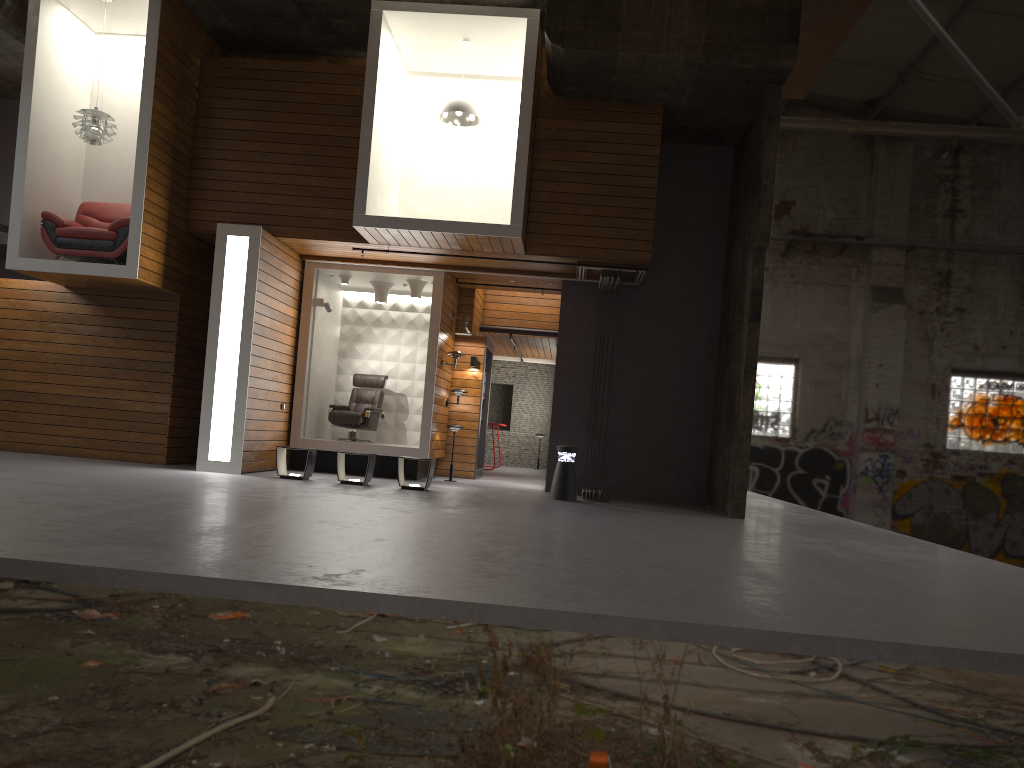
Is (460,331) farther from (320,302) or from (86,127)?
(86,127)

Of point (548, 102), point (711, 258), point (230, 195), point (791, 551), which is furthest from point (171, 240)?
point (791, 551)

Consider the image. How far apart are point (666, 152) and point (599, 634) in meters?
10.0

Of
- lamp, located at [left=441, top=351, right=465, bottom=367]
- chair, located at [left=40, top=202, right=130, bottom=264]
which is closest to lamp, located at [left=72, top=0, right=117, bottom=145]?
chair, located at [left=40, top=202, right=130, bottom=264]

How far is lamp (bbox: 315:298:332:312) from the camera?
12.9 meters

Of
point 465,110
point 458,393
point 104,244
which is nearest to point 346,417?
point 458,393

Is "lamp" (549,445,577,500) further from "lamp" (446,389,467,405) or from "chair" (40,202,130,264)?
"chair" (40,202,130,264)

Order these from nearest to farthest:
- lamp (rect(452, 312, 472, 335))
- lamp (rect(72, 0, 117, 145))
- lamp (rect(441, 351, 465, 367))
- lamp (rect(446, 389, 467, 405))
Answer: lamp (rect(72, 0, 117, 145)) → lamp (rect(441, 351, 465, 367)) → lamp (rect(452, 312, 472, 335)) → lamp (rect(446, 389, 467, 405))

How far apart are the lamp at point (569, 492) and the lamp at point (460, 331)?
3.31m

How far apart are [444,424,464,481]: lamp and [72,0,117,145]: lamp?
5.9m
